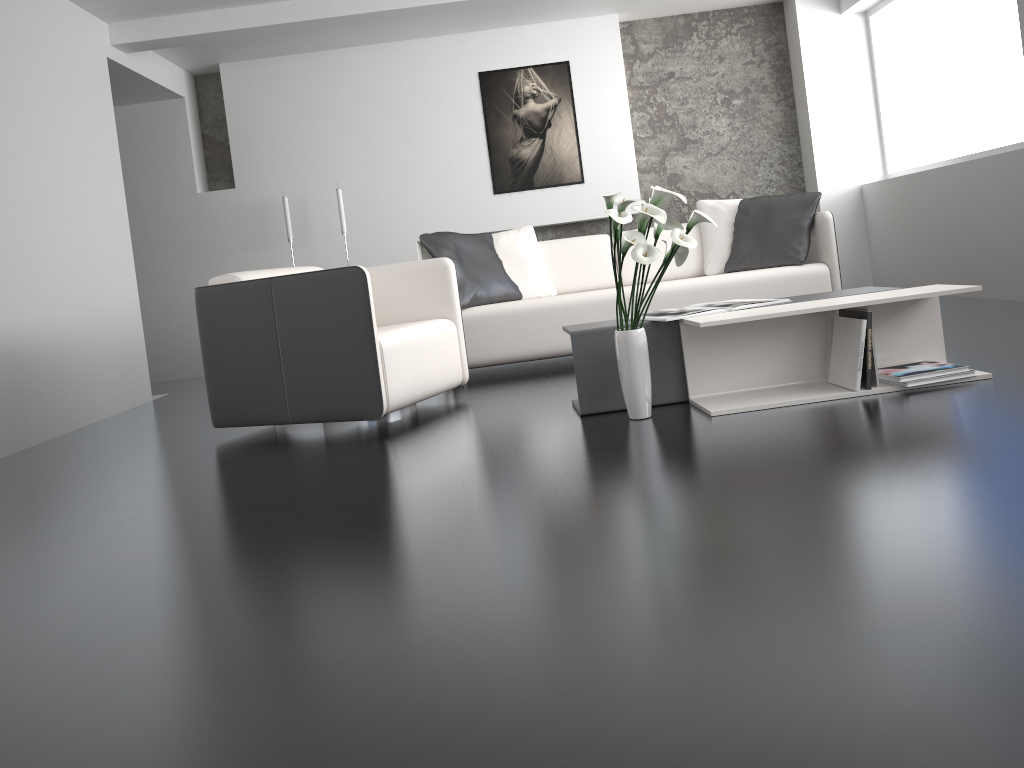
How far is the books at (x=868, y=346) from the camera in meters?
3.0 m

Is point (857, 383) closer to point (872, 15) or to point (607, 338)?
point (607, 338)

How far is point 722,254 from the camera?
5.2 meters

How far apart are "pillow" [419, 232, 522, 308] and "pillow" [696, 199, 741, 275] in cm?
114

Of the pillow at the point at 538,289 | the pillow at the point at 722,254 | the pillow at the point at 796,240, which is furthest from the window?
the pillow at the point at 538,289

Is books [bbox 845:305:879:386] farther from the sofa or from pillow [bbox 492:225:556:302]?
pillow [bbox 492:225:556:302]

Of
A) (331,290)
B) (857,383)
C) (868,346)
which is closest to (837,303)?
(868,346)

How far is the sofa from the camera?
4.7 meters

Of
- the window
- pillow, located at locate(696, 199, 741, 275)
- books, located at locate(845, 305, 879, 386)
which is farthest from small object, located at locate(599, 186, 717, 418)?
the window

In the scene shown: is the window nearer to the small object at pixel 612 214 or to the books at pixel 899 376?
the books at pixel 899 376
